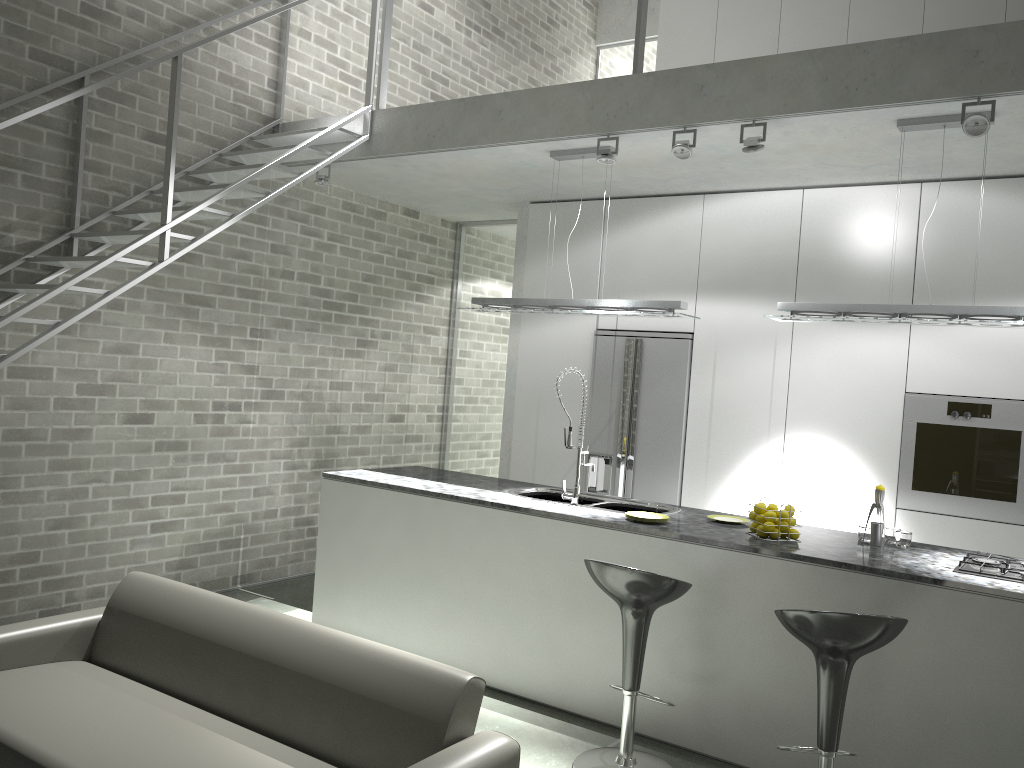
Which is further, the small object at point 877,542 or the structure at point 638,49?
the structure at point 638,49

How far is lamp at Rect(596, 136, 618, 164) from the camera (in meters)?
4.78

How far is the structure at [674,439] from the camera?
6.10m

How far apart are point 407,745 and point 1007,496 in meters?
3.9

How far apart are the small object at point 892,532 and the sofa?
2.4 meters

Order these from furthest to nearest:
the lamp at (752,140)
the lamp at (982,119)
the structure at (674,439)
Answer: the structure at (674,439)
the lamp at (752,140)
the lamp at (982,119)

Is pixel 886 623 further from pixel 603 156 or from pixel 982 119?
pixel 603 156

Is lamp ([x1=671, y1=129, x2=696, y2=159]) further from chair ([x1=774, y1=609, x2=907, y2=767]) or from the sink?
chair ([x1=774, y1=609, x2=907, y2=767])

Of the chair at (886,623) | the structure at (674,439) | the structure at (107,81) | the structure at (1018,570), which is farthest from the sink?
the structure at (107,81)

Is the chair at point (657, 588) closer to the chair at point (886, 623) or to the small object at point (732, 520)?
the chair at point (886, 623)
